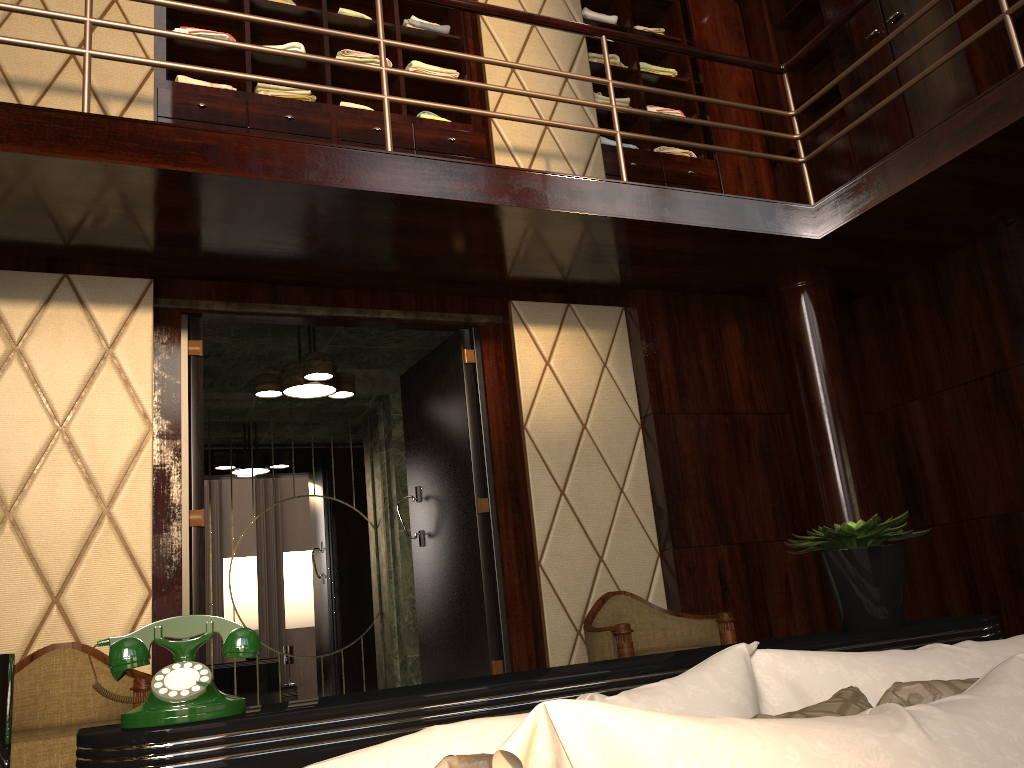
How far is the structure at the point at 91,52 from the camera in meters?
2.8 m

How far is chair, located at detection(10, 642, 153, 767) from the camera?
2.45m

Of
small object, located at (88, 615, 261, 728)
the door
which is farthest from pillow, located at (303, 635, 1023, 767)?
the door

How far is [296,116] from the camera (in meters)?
3.90

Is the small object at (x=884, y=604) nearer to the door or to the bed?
the bed

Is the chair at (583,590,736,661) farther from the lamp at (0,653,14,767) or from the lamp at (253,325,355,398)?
the lamp at (0,653,14,767)

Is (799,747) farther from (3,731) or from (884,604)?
(884,604)

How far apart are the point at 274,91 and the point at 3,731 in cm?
363

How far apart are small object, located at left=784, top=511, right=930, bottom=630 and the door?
2.2 meters

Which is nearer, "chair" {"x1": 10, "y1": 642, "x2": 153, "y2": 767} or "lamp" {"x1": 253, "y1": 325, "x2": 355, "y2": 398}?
"chair" {"x1": 10, "y1": 642, "x2": 153, "y2": 767}
